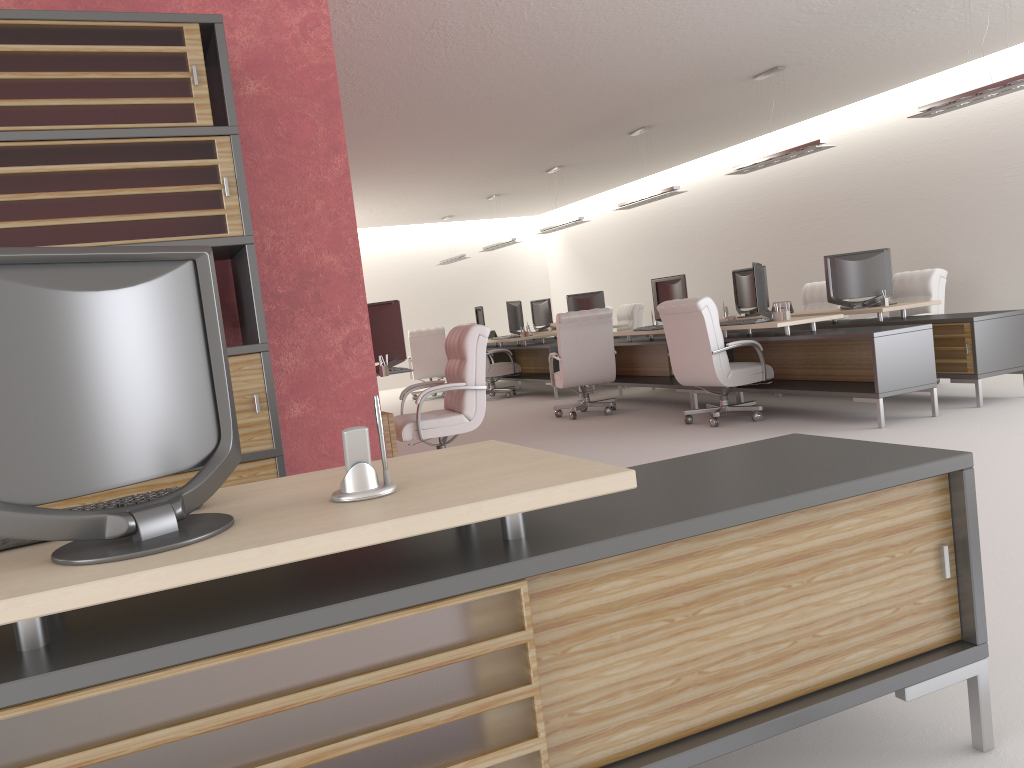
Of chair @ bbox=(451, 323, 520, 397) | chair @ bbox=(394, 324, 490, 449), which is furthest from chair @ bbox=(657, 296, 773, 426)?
chair @ bbox=(451, 323, 520, 397)

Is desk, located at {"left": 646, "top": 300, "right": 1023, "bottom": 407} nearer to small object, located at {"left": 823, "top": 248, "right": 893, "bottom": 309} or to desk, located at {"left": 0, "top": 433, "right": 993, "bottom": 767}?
small object, located at {"left": 823, "top": 248, "right": 893, "bottom": 309}

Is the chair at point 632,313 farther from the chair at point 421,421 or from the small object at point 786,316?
the chair at point 421,421

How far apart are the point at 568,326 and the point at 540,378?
4.4m

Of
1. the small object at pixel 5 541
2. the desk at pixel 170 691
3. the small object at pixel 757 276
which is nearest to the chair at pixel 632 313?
the small object at pixel 757 276

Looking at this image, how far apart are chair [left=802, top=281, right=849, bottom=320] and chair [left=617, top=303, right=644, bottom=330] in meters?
4.8

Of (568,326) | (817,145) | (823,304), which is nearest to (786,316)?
(817,145)

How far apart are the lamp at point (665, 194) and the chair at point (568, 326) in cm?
252

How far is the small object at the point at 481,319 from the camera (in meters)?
21.01

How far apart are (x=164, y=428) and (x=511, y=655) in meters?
1.1 m
